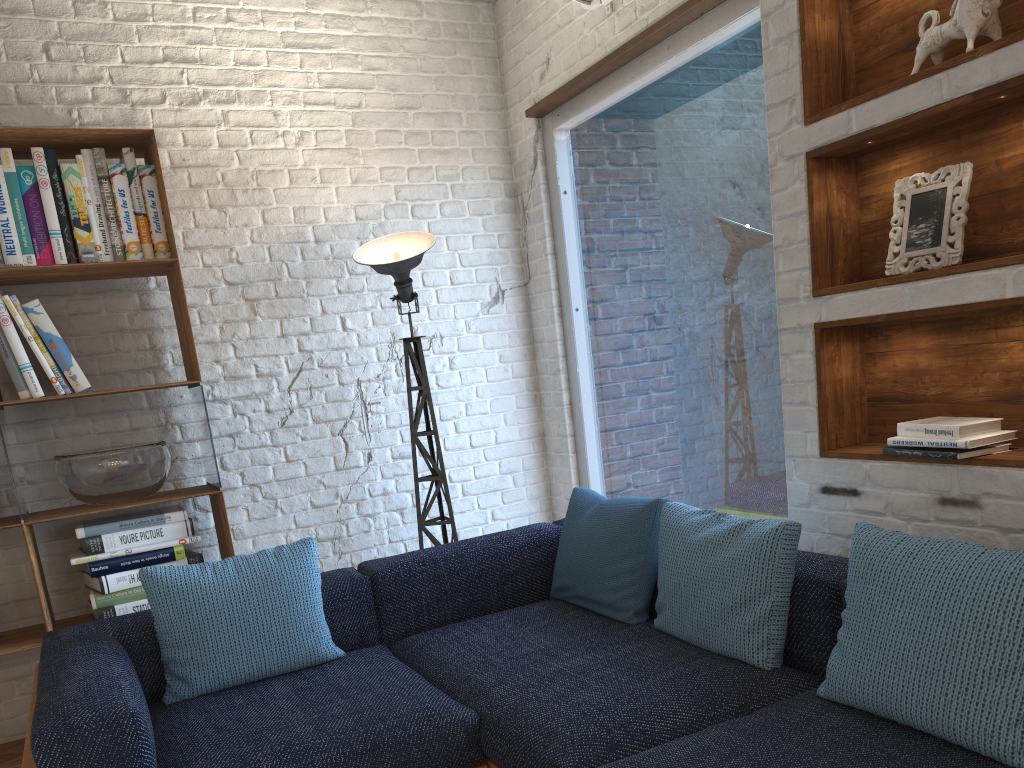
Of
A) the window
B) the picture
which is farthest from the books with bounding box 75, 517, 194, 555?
the picture

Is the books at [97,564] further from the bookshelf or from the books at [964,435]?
the books at [964,435]

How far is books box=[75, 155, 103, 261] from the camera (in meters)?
3.09

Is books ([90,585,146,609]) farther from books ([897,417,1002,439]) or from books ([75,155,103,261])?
books ([897,417,1002,439])

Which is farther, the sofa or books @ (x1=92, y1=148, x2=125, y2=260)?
books @ (x1=92, y1=148, x2=125, y2=260)

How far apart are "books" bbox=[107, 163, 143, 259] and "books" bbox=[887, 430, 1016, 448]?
2.59m

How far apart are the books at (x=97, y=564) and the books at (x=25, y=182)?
1.1 meters

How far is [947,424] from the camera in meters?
2.1 m

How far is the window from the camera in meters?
3.0 m

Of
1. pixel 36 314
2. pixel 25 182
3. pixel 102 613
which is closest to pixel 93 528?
pixel 102 613
